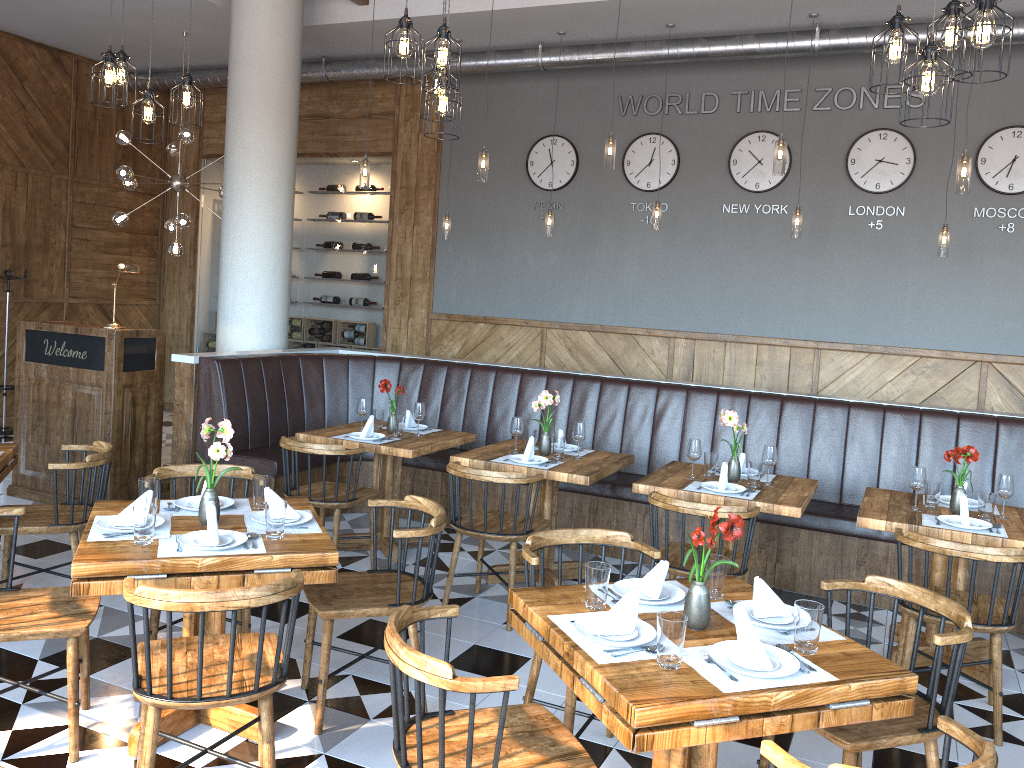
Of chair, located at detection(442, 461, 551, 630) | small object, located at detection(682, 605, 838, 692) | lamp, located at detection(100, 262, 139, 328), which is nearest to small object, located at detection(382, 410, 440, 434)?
chair, located at detection(442, 461, 551, 630)

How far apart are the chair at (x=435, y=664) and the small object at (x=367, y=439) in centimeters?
293cm

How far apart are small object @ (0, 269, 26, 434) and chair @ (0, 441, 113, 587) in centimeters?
507cm

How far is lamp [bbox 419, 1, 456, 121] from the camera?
4.4m

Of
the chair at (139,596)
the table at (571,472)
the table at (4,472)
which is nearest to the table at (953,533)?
the table at (571,472)

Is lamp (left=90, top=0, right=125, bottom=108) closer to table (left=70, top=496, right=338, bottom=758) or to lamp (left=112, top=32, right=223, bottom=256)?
table (left=70, top=496, right=338, bottom=758)

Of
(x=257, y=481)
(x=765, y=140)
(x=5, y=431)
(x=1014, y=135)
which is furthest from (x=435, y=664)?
(x=5, y=431)

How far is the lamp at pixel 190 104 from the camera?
5.1 meters

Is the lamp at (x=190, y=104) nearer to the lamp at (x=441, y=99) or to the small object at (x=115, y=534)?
the lamp at (x=441, y=99)

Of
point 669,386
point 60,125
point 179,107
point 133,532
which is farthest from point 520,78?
point 133,532
